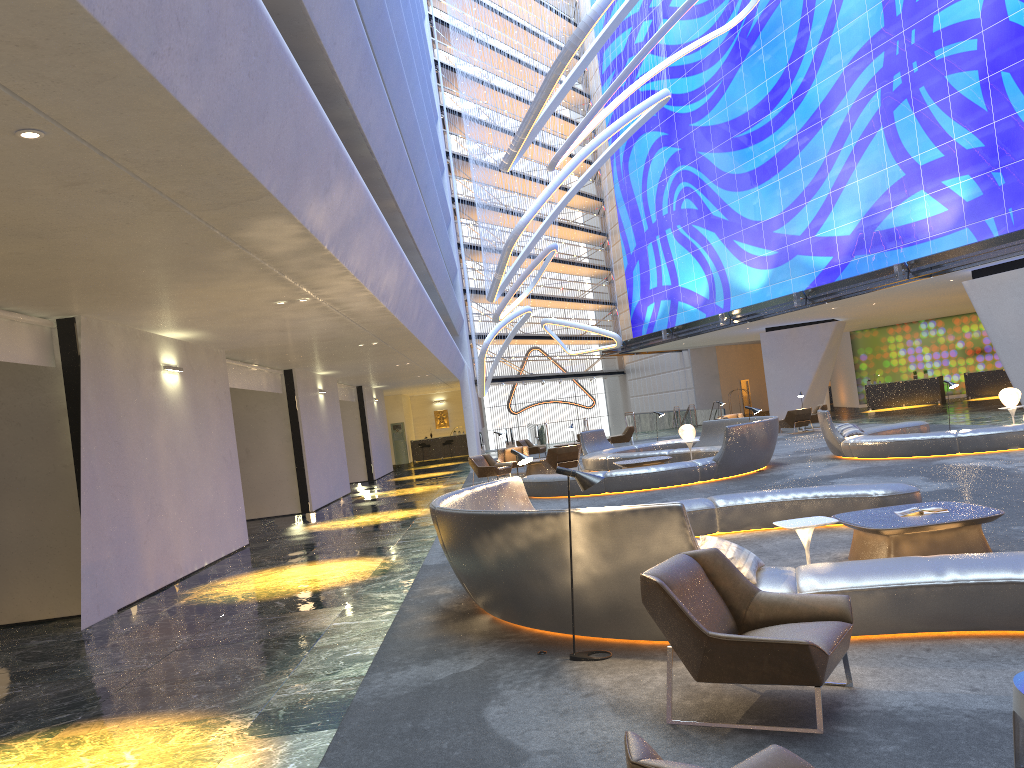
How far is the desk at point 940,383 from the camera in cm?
3688

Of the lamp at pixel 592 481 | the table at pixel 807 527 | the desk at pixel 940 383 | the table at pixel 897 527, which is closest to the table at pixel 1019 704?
the lamp at pixel 592 481

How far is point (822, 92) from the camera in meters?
31.3

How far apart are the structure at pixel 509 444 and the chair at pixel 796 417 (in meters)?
18.97

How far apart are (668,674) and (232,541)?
11.52m

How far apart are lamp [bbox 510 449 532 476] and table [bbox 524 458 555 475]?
13.7m

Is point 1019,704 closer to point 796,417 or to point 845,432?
point 845,432

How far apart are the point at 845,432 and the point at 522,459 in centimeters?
1008cm

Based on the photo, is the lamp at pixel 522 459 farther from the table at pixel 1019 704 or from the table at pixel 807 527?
the table at pixel 1019 704

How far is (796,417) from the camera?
27.58m
